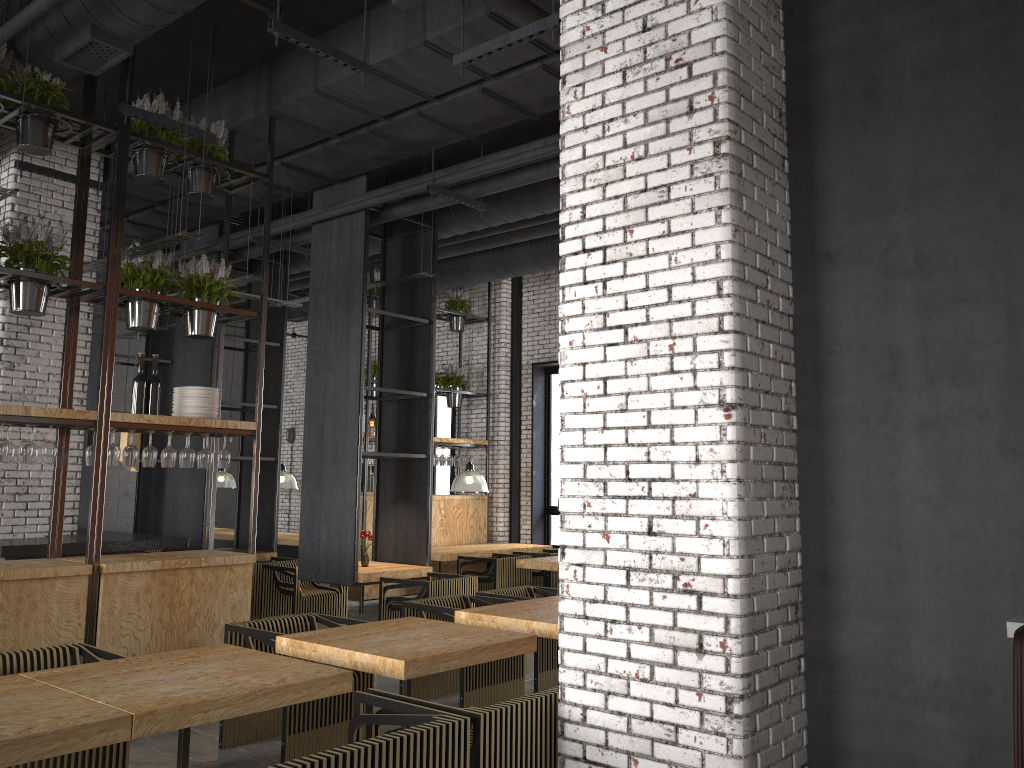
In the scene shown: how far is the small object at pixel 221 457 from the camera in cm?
668

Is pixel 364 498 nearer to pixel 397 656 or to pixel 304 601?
pixel 304 601

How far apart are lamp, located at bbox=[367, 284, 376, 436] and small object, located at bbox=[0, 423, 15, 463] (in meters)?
4.82

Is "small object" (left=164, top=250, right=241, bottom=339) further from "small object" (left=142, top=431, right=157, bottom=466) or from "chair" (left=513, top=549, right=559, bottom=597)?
"chair" (left=513, top=549, right=559, bottom=597)

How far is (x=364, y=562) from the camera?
8.8 meters

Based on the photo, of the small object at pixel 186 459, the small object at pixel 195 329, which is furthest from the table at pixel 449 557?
the small object at pixel 195 329

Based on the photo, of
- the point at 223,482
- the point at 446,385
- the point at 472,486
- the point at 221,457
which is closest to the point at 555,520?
the point at 472,486

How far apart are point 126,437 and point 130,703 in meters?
5.2

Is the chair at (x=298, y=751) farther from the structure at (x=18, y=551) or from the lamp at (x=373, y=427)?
the lamp at (x=373, y=427)

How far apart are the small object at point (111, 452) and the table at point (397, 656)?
2.1m
